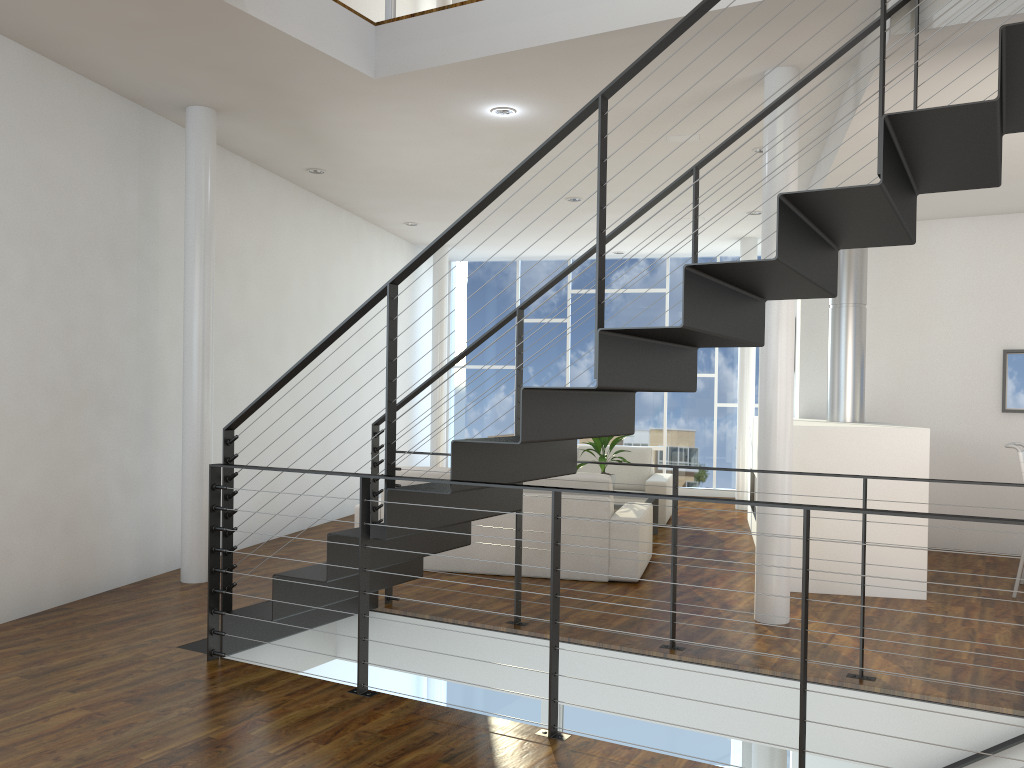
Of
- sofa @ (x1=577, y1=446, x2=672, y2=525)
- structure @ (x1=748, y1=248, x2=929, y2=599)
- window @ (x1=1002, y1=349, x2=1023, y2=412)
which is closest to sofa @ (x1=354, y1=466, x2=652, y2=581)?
structure @ (x1=748, y1=248, x2=929, y2=599)

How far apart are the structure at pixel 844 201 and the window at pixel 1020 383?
3.40m

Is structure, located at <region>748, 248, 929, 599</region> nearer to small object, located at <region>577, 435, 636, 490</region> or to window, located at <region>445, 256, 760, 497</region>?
small object, located at <region>577, 435, 636, 490</region>

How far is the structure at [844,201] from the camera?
2.3m

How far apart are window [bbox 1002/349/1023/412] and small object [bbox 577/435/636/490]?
2.52m

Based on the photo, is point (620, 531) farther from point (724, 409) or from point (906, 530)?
point (724, 409)

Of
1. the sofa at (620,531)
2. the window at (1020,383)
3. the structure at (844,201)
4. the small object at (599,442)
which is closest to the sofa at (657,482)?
the small object at (599,442)

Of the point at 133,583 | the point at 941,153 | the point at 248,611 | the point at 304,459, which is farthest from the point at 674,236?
the point at 248,611

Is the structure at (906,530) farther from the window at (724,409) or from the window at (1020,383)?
the window at (724,409)

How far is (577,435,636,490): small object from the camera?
5.97m
